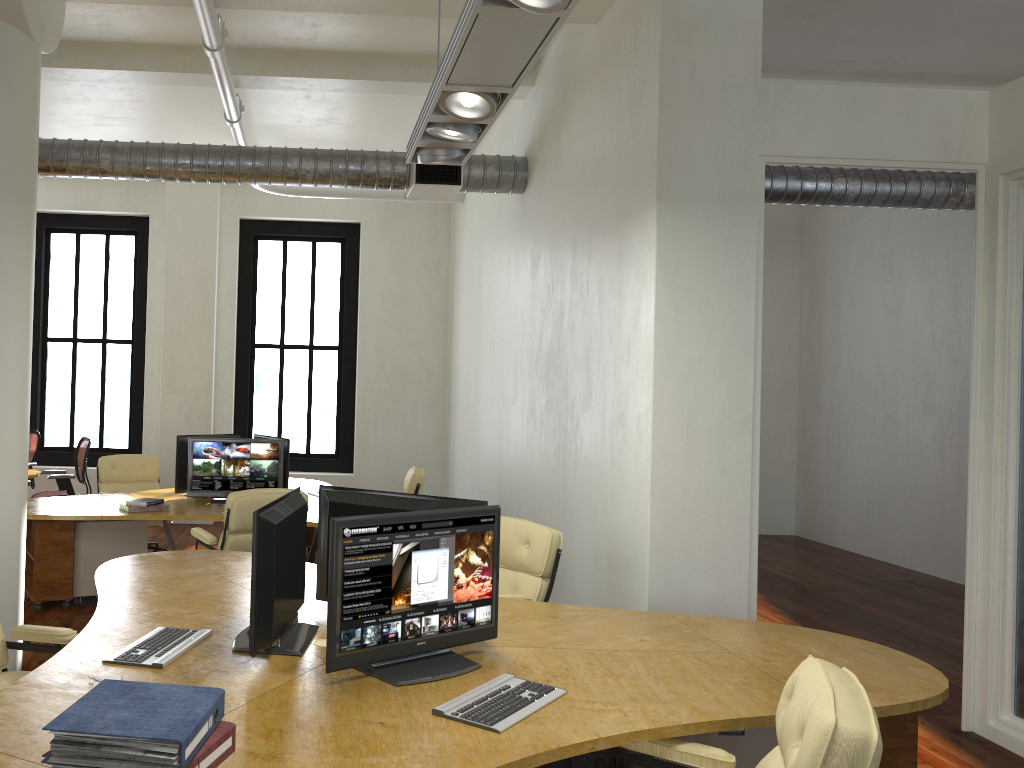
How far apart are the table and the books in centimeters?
768cm

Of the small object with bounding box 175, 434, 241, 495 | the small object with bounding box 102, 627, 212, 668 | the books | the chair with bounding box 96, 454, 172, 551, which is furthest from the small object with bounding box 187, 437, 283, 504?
the books

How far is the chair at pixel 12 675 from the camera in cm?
361

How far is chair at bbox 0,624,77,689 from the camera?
3.6m

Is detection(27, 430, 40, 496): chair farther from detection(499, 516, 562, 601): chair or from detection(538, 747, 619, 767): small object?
detection(538, 747, 619, 767): small object

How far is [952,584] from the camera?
8.7 meters

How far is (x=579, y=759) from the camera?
3.3m

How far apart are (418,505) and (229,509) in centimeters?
264cm

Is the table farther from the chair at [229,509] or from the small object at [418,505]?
the small object at [418,505]

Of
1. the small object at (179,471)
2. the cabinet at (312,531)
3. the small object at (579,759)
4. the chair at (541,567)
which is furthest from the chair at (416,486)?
the small object at (579,759)
